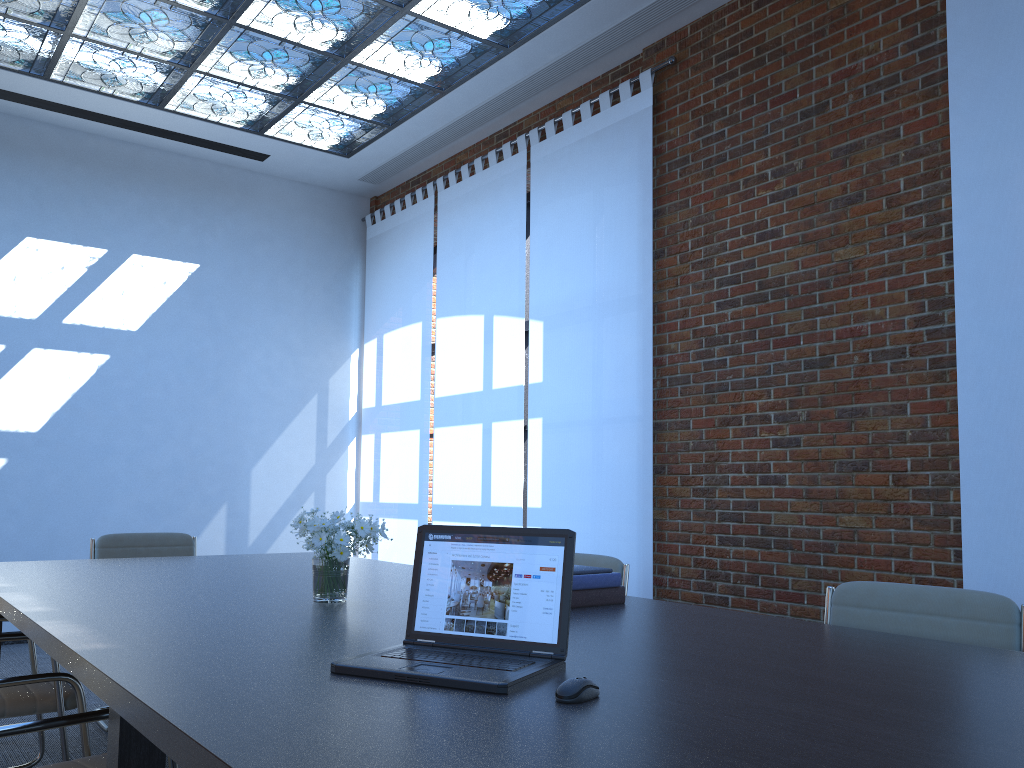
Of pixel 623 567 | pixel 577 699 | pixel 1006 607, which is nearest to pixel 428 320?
pixel 623 567

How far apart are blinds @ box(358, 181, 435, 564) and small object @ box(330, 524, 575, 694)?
5.3m

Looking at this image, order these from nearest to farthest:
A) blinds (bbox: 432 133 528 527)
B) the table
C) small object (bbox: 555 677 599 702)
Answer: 1. the table
2. small object (bbox: 555 677 599 702)
3. blinds (bbox: 432 133 528 527)

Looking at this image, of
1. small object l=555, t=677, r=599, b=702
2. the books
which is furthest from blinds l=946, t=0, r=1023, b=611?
small object l=555, t=677, r=599, b=702

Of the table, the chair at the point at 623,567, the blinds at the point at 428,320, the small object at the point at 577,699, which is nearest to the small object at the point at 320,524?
the table

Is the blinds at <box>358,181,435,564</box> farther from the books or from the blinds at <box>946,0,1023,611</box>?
the books

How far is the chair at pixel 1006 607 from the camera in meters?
2.3 m

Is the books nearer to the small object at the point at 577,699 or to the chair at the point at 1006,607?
the chair at the point at 1006,607

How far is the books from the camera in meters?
2.7 m

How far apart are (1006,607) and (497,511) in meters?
4.4
